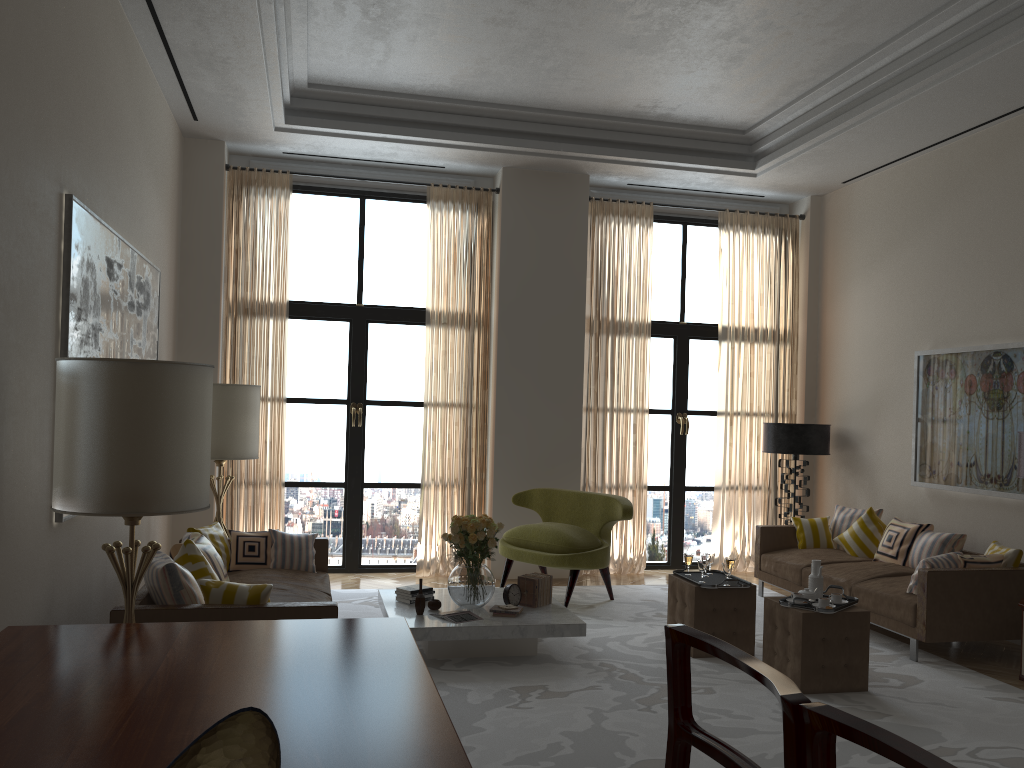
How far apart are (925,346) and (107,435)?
8.6 meters

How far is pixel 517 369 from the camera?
10.95m

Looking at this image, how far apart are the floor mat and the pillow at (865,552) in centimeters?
111cm

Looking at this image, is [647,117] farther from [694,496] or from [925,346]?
[694,496]

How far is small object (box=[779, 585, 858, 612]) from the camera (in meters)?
6.75

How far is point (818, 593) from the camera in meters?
7.1

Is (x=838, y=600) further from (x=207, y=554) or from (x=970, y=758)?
(x=207, y=554)

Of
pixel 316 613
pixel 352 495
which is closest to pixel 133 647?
pixel 316 613

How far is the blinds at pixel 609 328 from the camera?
11.30m

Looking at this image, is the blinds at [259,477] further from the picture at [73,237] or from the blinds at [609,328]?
the blinds at [609,328]
